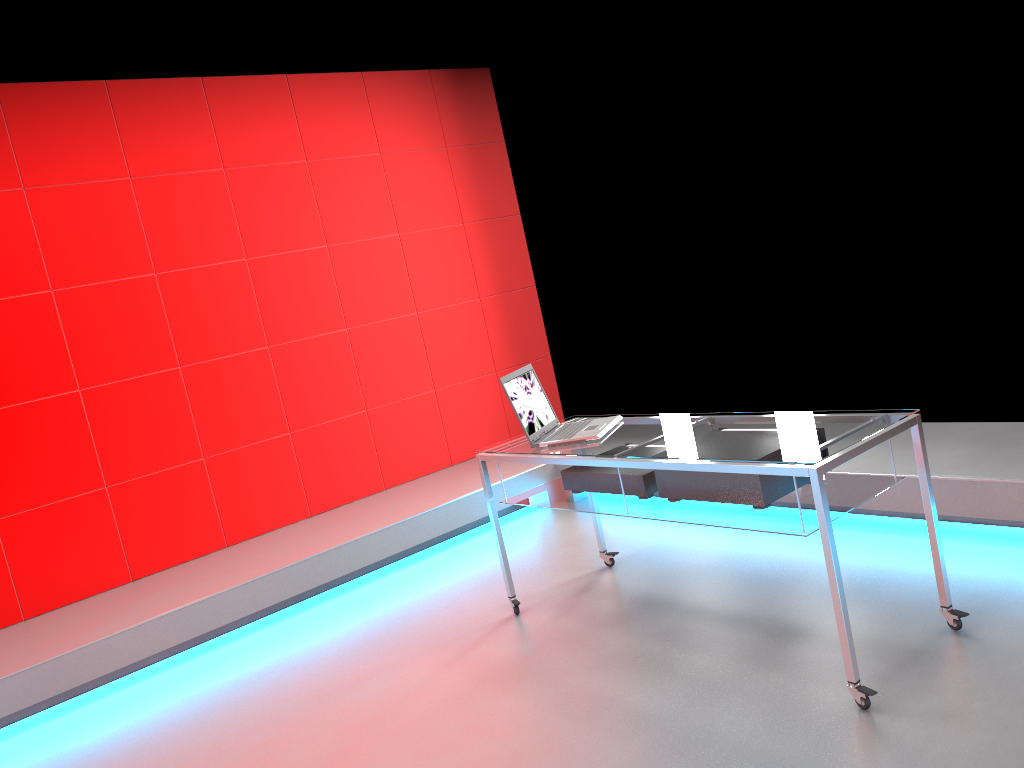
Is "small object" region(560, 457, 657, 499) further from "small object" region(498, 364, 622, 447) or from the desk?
"small object" region(498, 364, 622, 447)

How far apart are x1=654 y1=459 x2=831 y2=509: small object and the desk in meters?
0.0 m

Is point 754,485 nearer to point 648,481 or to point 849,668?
point 648,481

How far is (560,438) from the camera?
3.30m

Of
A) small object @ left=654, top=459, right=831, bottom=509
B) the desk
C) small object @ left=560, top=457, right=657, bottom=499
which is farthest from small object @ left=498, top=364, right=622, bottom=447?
small object @ left=654, top=459, right=831, bottom=509

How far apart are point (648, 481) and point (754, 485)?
0.47m

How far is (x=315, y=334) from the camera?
5.1 meters

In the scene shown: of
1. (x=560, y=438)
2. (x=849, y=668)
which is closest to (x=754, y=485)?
(x=849, y=668)

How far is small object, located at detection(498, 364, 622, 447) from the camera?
3.3m

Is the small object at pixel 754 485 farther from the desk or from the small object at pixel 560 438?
the small object at pixel 560 438
